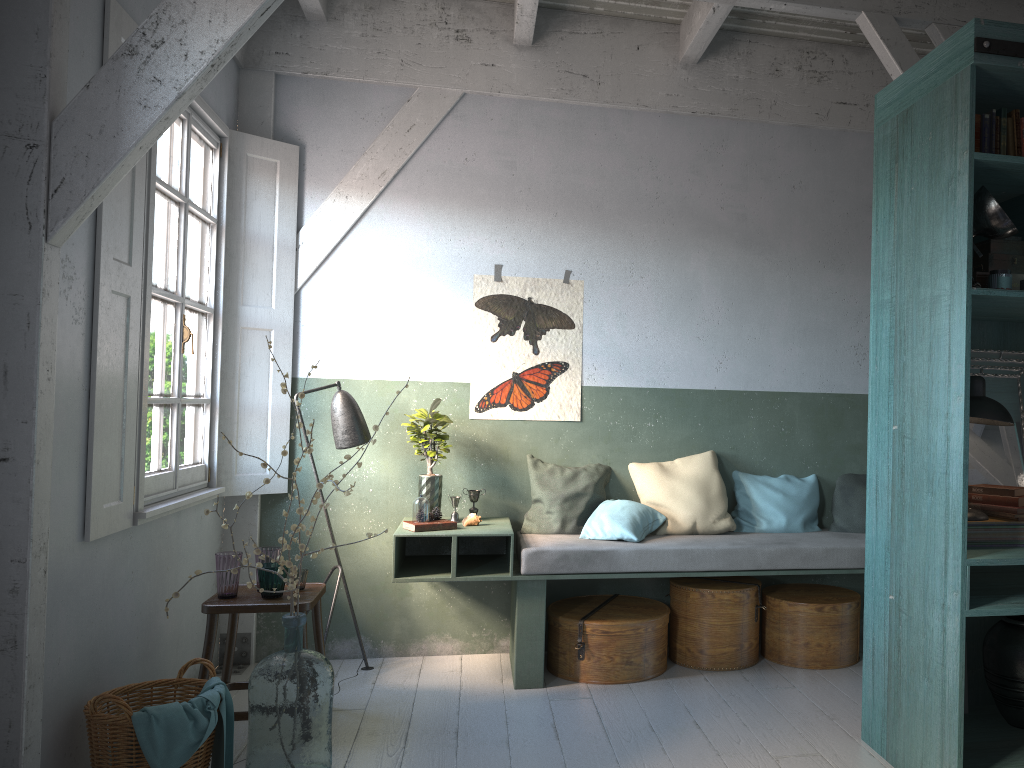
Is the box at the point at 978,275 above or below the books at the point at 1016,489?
above

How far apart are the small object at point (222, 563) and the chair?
0.03m

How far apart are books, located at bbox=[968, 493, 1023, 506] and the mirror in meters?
0.2 m

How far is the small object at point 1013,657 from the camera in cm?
395

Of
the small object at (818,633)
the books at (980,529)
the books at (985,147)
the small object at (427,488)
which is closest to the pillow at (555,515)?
the small object at (427,488)

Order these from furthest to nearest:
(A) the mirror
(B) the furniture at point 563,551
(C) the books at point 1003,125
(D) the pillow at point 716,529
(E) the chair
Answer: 1. (D) the pillow at point 716,529
2. (B) the furniture at point 563,551
3. (E) the chair
4. (A) the mirror
5. (C) the books at point 1003,125

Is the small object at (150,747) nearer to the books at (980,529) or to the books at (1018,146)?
the books at (980,529)

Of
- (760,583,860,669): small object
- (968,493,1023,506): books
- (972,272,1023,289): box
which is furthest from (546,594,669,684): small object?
(972,272,1023,289): box

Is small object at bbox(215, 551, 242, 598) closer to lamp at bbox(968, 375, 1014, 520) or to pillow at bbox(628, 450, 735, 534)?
pillow at bbox(628, 450, 735, 534)

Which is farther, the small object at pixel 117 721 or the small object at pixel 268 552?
the small object at pixel 268 552
